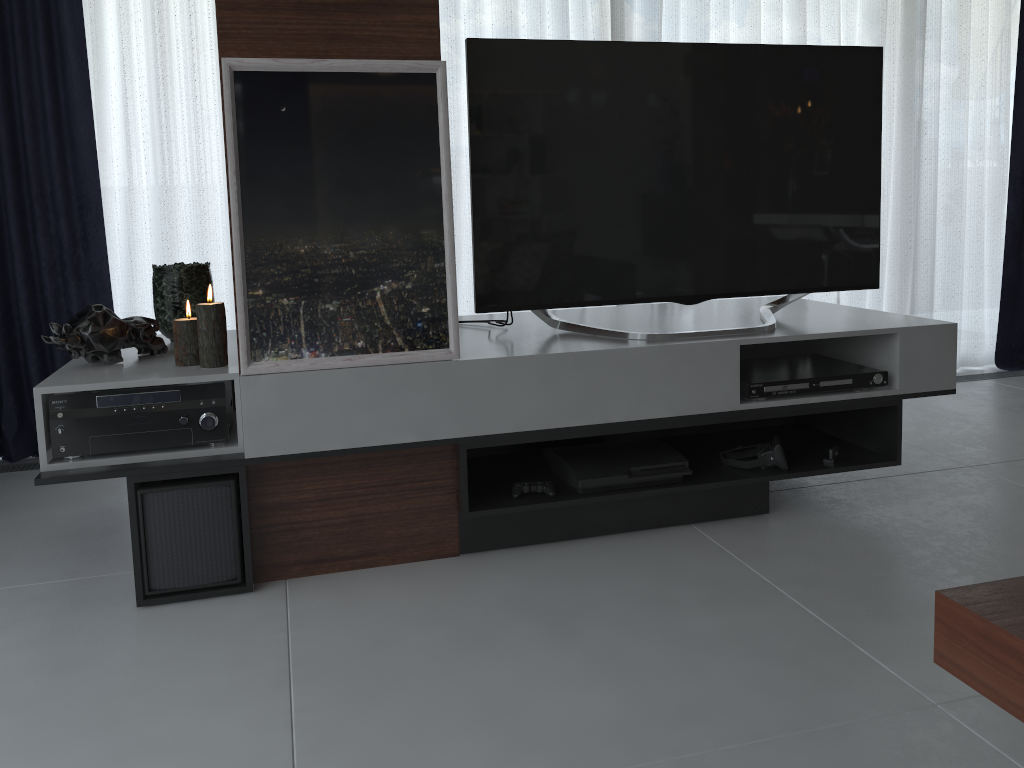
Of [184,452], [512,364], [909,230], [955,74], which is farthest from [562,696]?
[955,74]

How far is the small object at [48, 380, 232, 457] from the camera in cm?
196

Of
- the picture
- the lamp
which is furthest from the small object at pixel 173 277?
the picture

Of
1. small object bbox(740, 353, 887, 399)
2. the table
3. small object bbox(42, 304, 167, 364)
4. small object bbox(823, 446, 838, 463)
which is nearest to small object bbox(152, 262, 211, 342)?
small object bbox(42, 304, 167, 364)

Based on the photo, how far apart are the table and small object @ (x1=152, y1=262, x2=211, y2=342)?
2.04m

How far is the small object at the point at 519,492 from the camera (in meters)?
2.26

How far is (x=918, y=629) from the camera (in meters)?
1.80

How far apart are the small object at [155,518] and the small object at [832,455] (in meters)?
1.58

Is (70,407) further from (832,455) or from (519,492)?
(832,455)

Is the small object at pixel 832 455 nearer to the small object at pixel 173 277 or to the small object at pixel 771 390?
the small object at pixel 771 390
